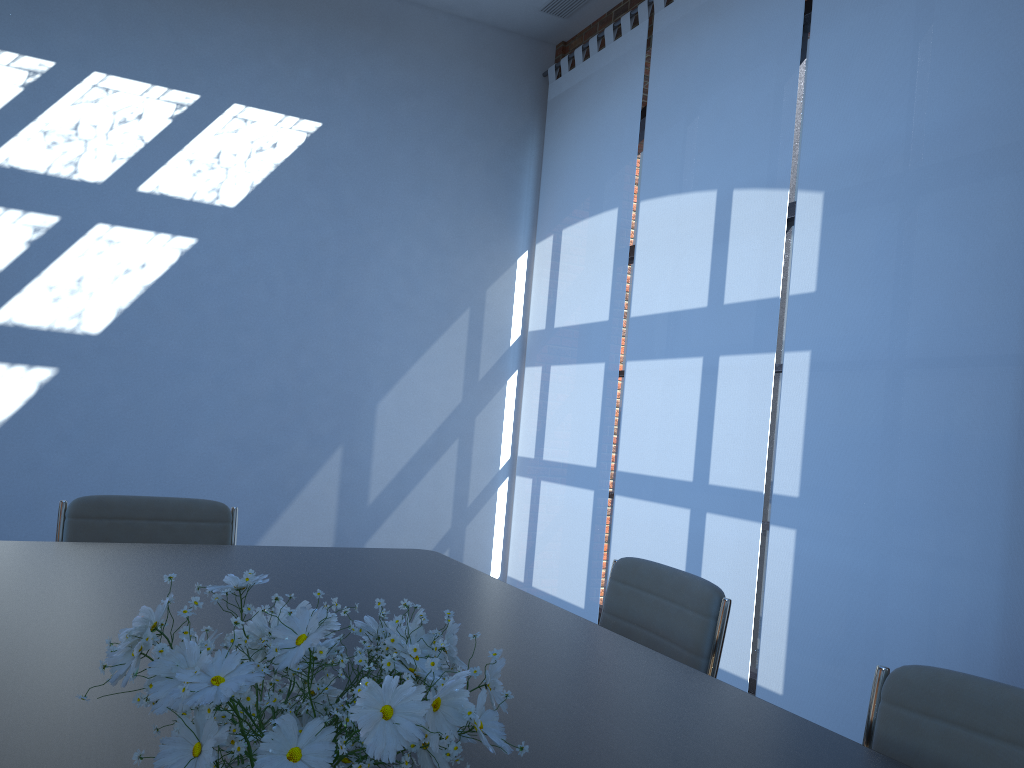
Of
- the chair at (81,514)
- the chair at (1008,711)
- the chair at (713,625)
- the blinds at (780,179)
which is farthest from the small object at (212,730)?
the blinds at (780,179)

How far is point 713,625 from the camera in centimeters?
207cm

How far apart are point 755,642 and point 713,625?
2.81m

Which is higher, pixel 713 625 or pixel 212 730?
pixel 212 730

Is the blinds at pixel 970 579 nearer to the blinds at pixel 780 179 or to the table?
the blinds at pixel 780 179

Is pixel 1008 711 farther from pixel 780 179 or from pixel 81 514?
pixel 780 179

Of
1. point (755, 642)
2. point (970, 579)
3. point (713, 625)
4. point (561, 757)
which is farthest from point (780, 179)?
point (561, 757)

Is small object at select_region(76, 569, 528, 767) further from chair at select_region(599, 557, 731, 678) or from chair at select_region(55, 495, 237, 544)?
chair at select_region(55, 495, 237, 544)

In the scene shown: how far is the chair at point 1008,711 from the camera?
1.32m

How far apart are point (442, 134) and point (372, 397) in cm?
185
